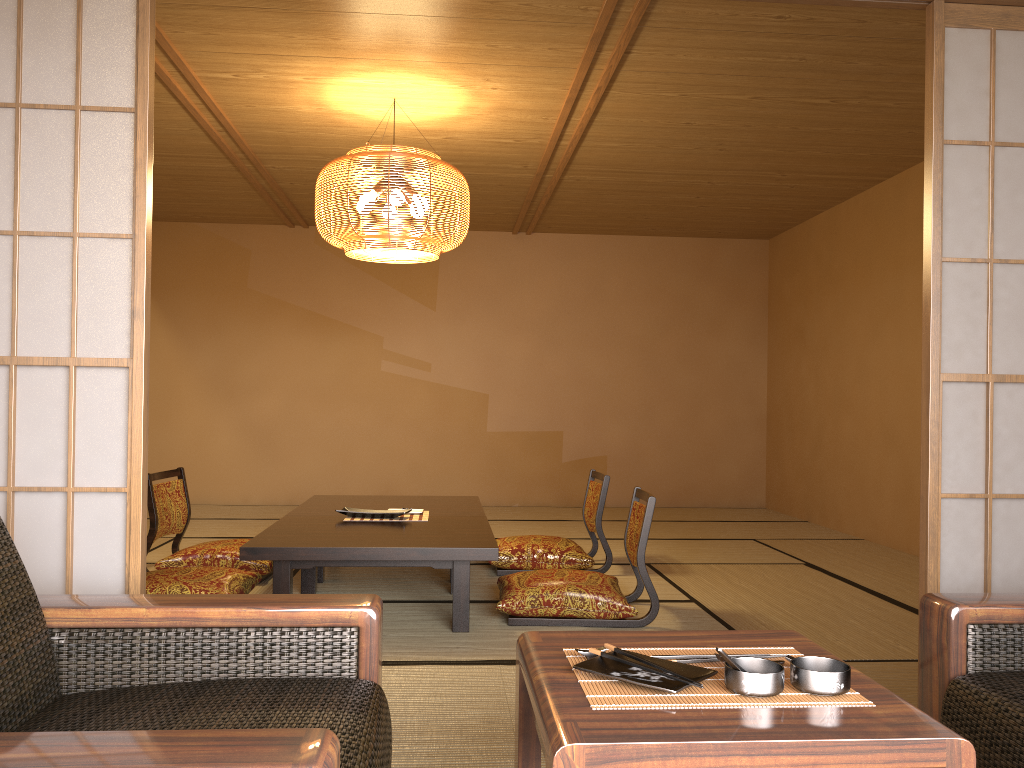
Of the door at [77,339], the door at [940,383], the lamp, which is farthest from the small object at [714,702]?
the lamp

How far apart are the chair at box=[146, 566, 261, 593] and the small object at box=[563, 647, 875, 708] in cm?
265

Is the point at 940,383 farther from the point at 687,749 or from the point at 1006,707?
the point at 687,749

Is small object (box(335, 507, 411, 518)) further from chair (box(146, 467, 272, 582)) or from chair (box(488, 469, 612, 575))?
chair (box(488, 469, 612, 575))

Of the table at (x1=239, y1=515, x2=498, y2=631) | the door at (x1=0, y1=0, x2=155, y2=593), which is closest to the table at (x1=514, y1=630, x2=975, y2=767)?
the door at (x1=0, y1=0, x2=155, y2=593)

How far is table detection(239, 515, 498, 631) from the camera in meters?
3.4 m

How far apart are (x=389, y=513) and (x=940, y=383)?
2.7m

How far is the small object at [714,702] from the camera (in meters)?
1.23

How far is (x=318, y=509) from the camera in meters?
4.6 m

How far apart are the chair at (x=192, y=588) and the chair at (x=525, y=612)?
1.1 meters
